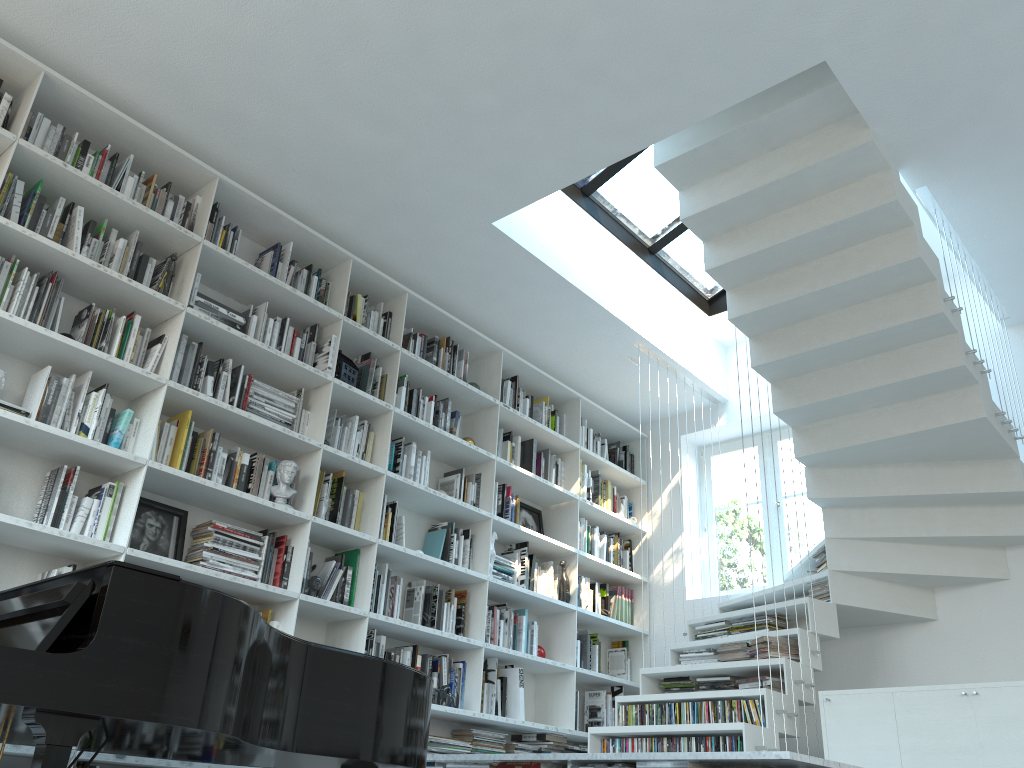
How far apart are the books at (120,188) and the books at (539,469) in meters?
3.0 m

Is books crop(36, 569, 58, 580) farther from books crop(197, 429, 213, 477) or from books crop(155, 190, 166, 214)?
books crop(155, 190, 166, 214)

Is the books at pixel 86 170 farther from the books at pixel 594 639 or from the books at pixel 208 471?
the books at pixel 594 639

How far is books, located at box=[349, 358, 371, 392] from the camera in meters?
4.8

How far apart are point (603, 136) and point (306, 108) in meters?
1.4 m

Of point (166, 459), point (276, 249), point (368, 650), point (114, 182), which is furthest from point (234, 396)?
point (368, 650)

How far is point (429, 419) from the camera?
5.1m

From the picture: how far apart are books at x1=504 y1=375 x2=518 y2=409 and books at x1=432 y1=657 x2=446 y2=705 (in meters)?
1.92

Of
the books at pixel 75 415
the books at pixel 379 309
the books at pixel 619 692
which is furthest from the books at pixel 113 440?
the books at pixel 619 692

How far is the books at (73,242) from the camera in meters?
3.7 m
